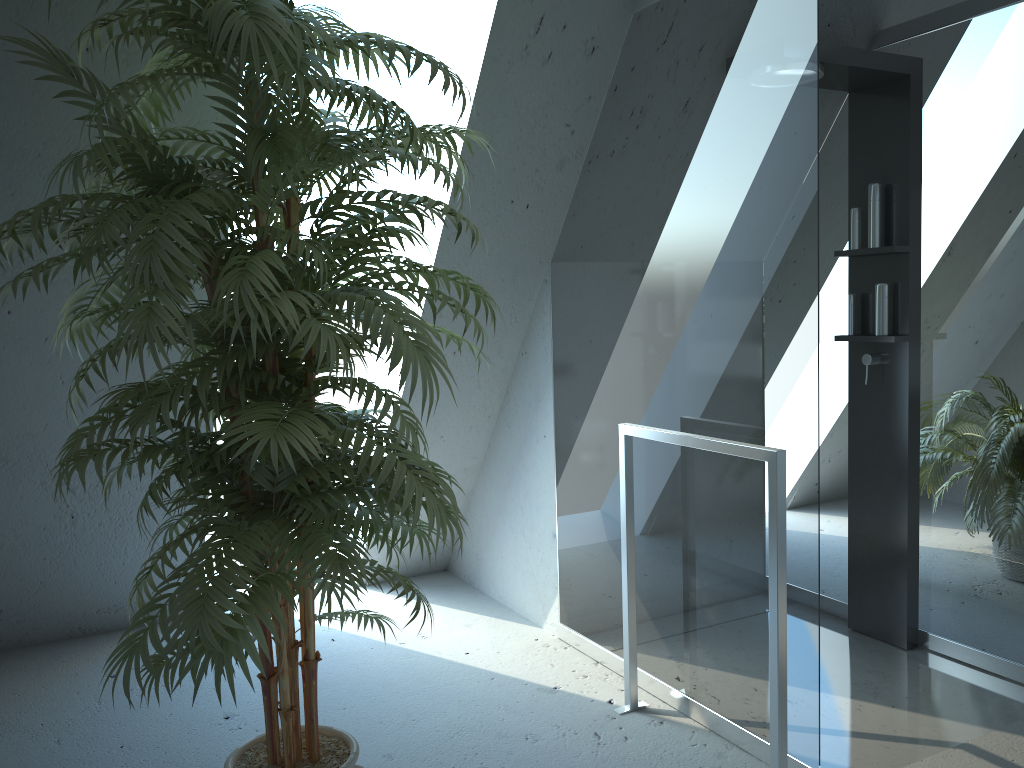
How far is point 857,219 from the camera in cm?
304

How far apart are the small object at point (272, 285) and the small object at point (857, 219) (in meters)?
1.66

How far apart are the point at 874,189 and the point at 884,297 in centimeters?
36cm

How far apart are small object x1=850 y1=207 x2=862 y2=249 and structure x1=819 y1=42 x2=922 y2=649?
0.03m

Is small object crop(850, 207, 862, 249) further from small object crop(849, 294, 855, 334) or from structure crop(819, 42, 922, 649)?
small object crop(849, 294, 855, 334)

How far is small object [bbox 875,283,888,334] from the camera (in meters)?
2.97

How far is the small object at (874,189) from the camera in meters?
3.0

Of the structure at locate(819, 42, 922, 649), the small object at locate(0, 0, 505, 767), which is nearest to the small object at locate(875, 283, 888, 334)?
the structure at locate(819, 42, 922, 649)

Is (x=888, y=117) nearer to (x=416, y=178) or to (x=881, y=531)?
(x=881, y=531)

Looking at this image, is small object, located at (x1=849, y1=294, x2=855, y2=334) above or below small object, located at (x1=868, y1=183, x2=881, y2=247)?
below
